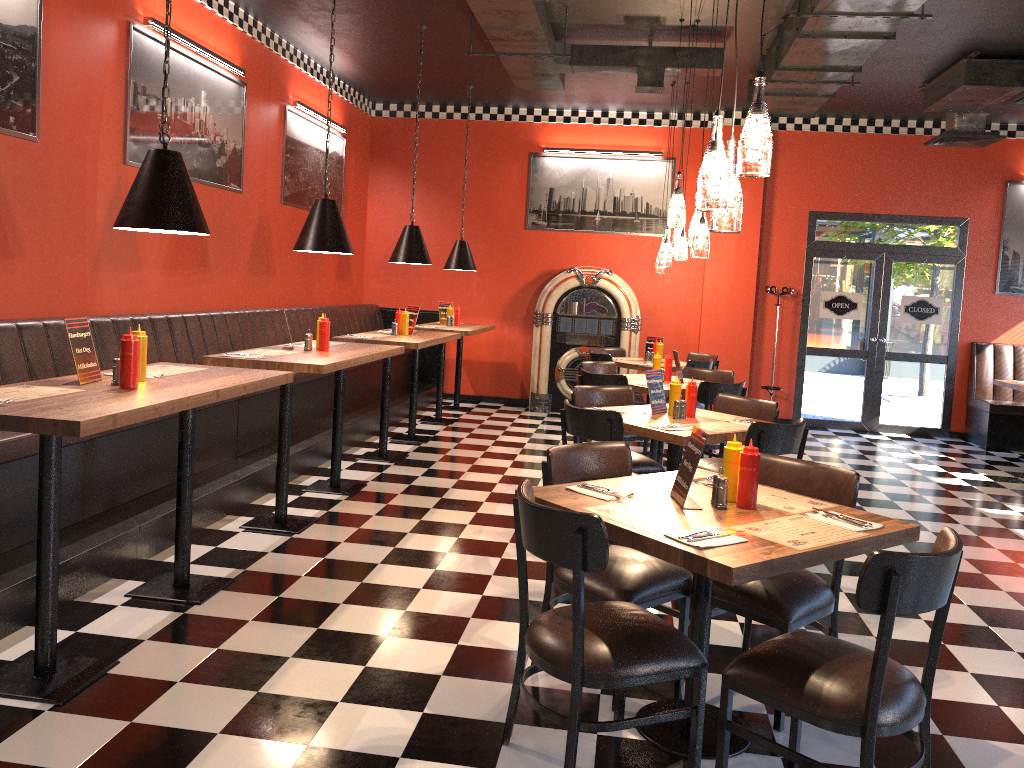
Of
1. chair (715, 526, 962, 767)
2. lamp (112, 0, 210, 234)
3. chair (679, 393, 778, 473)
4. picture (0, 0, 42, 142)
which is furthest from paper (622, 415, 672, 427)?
picture (0, 0, 42, 142)

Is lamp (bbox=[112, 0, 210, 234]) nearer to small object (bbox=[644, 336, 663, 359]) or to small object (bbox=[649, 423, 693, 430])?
small object (bbox=[649, 423, 693, 430])

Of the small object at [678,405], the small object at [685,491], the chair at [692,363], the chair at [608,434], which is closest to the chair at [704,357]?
the chair at [692,363]

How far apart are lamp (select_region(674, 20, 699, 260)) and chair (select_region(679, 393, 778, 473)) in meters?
1.7 m

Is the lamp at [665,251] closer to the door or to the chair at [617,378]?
the chair at [617,378]

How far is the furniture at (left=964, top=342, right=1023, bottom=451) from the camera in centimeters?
969cm

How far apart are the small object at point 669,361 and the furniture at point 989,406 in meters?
4.6

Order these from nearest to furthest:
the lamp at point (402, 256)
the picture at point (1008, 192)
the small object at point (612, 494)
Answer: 1. the small object at point (612, 494)
2. the lamp at point (402, 256)
3. the picture at point (1008, 192)

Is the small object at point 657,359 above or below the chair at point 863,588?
above

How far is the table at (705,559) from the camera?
2.45m
